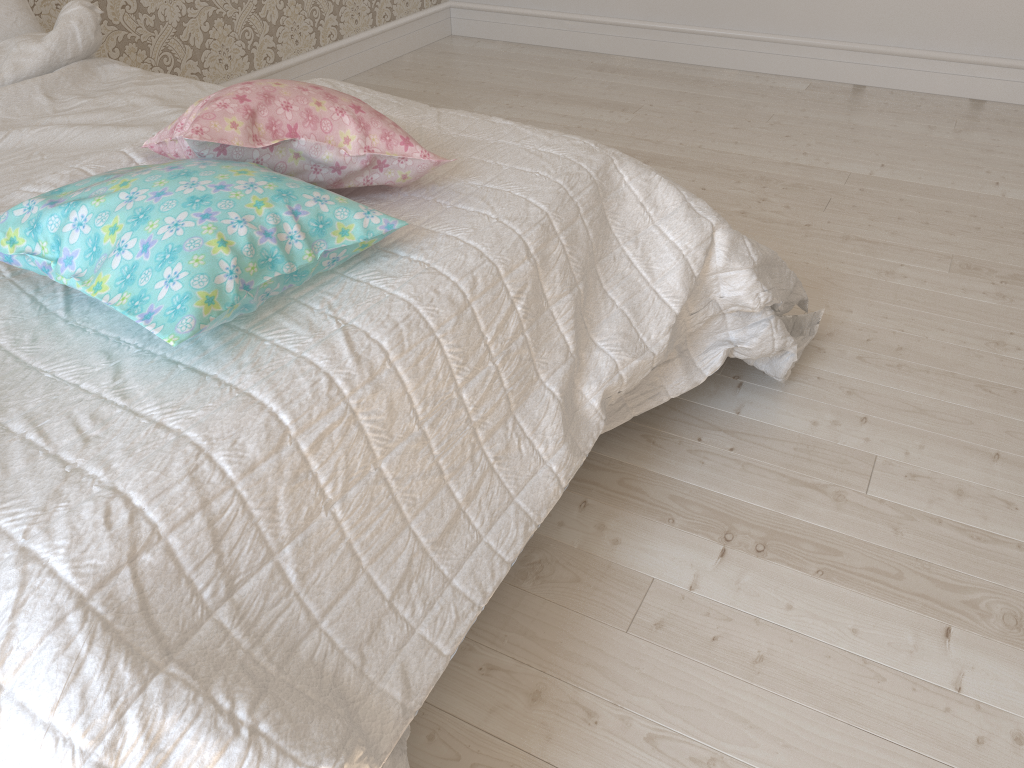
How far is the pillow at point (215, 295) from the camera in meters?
0.9

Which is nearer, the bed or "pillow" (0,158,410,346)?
the bed

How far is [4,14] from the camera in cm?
194

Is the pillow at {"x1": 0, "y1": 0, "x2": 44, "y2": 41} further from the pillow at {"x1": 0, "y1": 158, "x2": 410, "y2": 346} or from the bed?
the pillow at {"x1": 0, "y1": 158, "x2": 410, "y2": 346}

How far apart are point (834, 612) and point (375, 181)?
0.9m

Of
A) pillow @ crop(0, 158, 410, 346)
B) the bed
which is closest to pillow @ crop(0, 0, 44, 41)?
the bed

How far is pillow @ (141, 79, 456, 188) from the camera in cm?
113

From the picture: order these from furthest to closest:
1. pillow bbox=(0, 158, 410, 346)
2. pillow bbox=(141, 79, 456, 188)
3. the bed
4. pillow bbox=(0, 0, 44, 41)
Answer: pillow bbox=(0, 0, 44, 41) < pillow bbox=(141, 79, 456, 188) < pillow bbox=(0, 158, 410, 346) < the bed

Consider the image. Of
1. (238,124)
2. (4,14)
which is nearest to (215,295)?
(238,124)

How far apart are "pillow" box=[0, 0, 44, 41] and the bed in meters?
0.1
